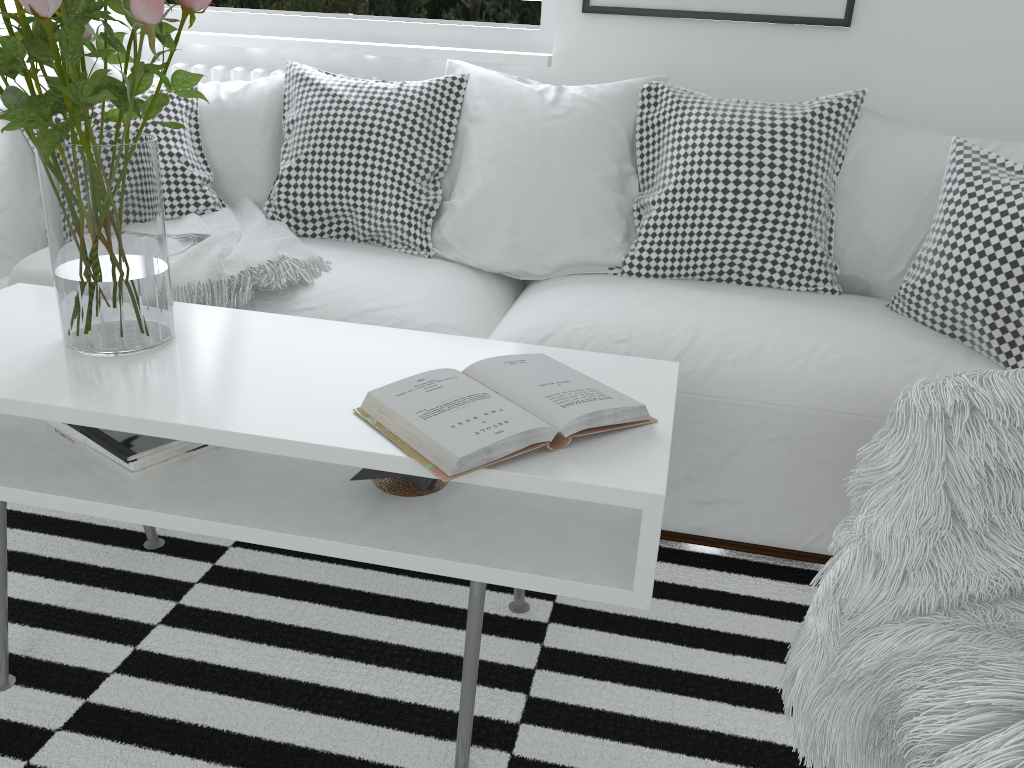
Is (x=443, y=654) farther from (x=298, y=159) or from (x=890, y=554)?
(x=298, y=159)

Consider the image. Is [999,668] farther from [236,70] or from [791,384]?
[236,70]

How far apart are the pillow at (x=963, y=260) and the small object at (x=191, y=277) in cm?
2

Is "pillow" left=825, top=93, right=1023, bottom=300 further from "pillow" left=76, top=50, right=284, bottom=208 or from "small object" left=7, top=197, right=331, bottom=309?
"pillow" left=76, top=50, right=284, bottom=208

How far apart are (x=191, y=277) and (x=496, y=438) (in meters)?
1.10

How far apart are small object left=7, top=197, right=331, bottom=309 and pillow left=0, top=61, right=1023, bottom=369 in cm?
2

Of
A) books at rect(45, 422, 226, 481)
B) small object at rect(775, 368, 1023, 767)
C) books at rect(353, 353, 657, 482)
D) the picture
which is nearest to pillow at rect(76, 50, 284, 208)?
the picture

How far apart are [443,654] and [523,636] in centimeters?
→ 15cm

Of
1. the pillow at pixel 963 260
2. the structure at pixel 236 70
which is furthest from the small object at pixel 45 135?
the structure at pixel 236 70

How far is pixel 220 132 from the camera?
2.4m
